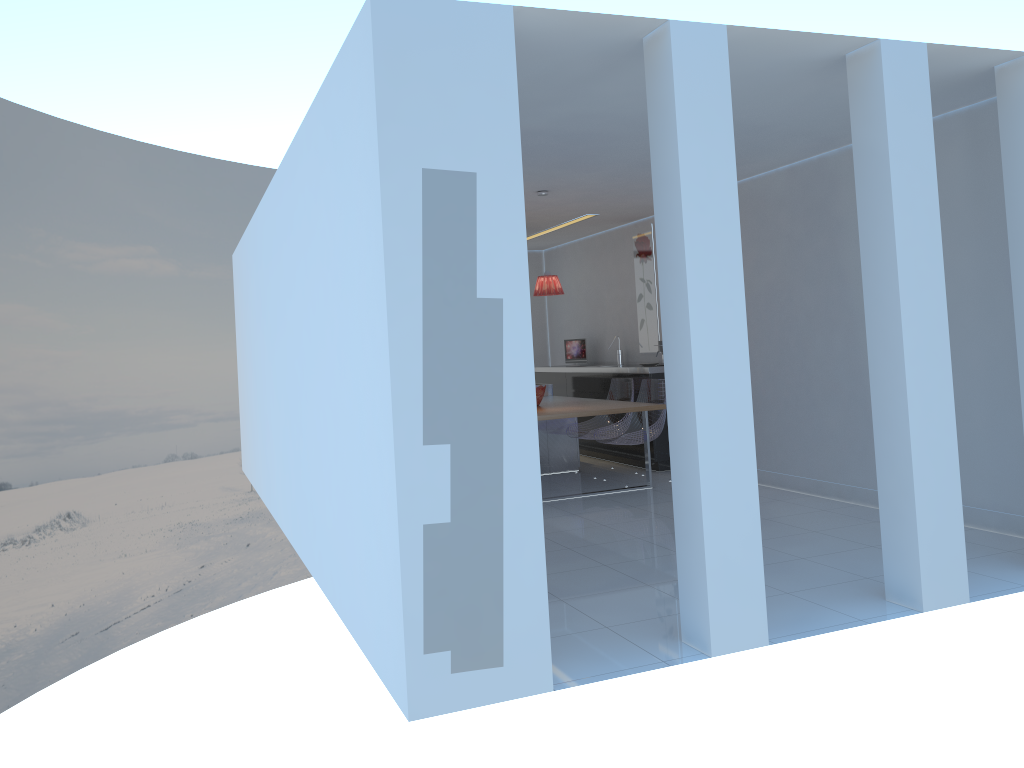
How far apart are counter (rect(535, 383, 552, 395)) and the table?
0.54m

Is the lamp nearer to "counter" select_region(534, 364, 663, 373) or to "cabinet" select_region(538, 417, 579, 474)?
"counter" select_region(534, 364, 663, 373)

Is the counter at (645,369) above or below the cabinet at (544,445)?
above

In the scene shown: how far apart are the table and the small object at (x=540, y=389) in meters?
0.1

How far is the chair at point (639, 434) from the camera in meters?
7.6 m

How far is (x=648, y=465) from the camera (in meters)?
7.44

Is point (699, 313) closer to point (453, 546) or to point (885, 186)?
point (885, 186)

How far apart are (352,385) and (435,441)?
0.7m

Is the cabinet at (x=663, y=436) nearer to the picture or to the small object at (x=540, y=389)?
the picture

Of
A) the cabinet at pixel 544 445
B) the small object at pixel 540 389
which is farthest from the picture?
the small object at pixel 540 389
